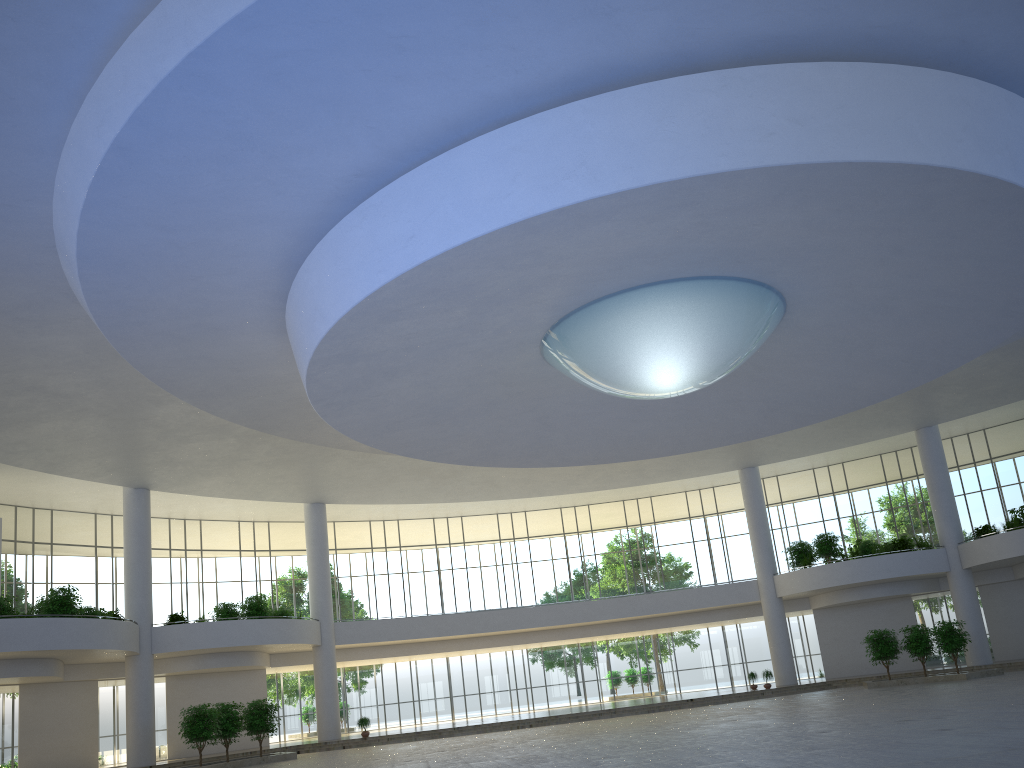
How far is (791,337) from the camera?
47.00m

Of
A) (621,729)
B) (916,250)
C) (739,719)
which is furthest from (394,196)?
(621,729)
